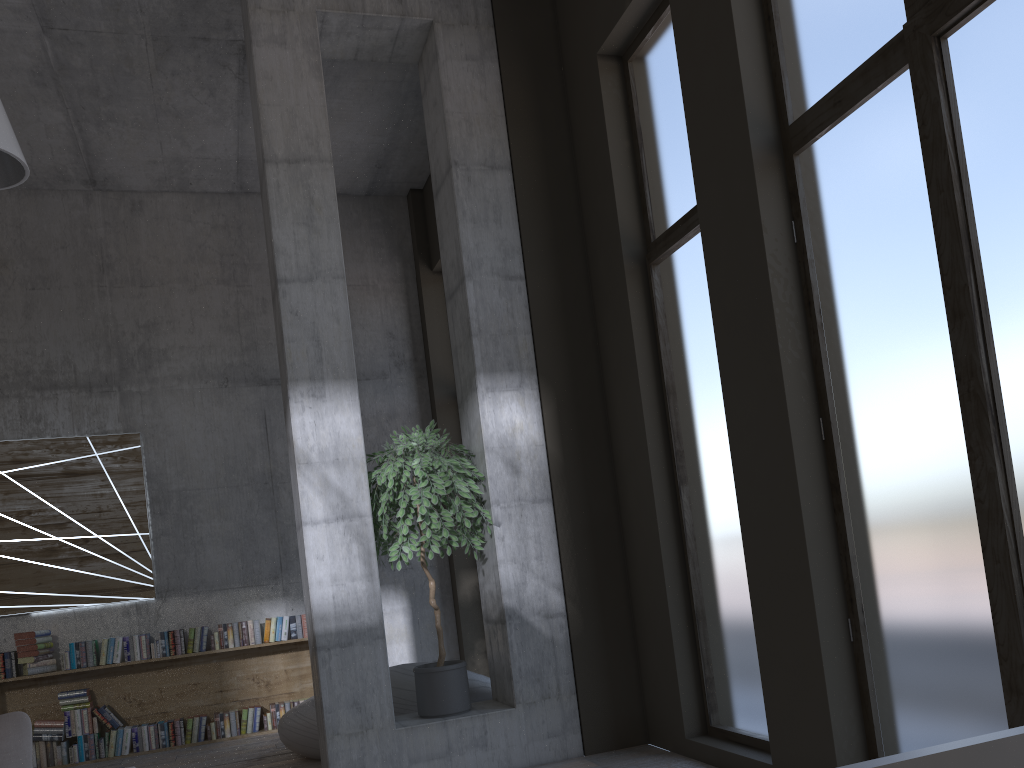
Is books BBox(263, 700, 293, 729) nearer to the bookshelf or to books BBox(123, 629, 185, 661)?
the bookshelf

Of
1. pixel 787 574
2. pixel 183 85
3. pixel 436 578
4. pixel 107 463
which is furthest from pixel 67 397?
pixel 787 574

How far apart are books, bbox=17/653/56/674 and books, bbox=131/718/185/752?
0.8 meters

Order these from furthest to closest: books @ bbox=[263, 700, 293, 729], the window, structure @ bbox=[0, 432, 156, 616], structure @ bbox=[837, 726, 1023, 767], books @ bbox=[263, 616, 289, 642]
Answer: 1. books @ bbox=[263, 616, 289, 642]
2. books @ bbox=[263, 700, 293, 729]
3. structure @ bbox=[0, 432, 156, 616]
4. the window
5. structure @ bbox=[837, 726, 1023, 767]

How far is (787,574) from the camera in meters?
4.0 m

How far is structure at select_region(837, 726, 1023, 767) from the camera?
0.8 meters

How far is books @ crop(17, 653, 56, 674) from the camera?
7.10m

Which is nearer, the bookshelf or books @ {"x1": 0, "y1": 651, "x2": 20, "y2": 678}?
books @ {"x1": 0, "y1": 651, "x2": 20, "y2": 678}

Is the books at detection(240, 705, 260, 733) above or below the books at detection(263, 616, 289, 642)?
below

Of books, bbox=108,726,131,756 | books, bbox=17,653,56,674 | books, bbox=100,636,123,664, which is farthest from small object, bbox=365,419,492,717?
books, bbox=17,653,56,674
